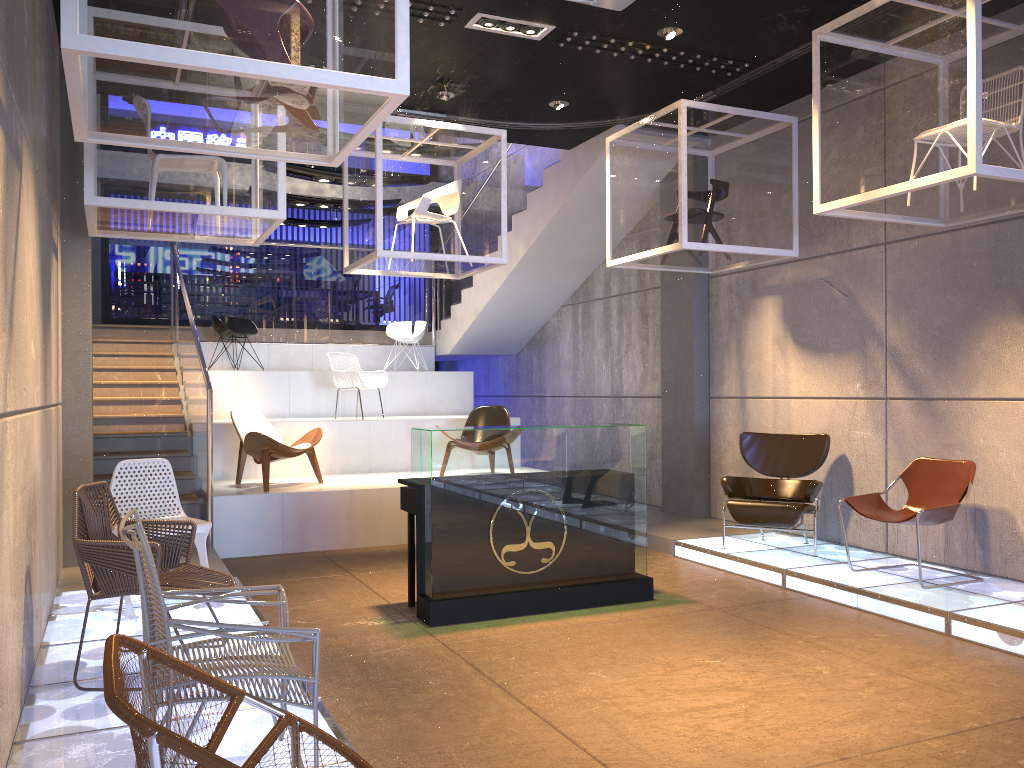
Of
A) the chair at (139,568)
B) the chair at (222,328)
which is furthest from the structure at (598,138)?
the chair at (139,568)

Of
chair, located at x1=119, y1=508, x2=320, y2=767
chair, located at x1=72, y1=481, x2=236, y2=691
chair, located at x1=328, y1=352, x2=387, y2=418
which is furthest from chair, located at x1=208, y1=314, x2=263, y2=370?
chair, located at x1=119, y1=508, x2=320, y2=767

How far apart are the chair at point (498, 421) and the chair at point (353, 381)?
1.42m

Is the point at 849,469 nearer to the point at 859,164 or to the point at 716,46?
the point at 859,164

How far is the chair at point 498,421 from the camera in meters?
9.7 m

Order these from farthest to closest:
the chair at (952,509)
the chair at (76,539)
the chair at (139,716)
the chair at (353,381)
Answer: the chair at (353,381)
the chair at (952,509)
the chair at (76,539)
the chair at (139,716)

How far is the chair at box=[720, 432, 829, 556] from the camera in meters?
7.0 m

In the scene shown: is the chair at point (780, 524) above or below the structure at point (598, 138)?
below

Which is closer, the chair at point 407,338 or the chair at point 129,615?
the chair at point 129,615

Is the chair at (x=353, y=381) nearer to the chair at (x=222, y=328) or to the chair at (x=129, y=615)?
the chair at (x=222, y=328)
